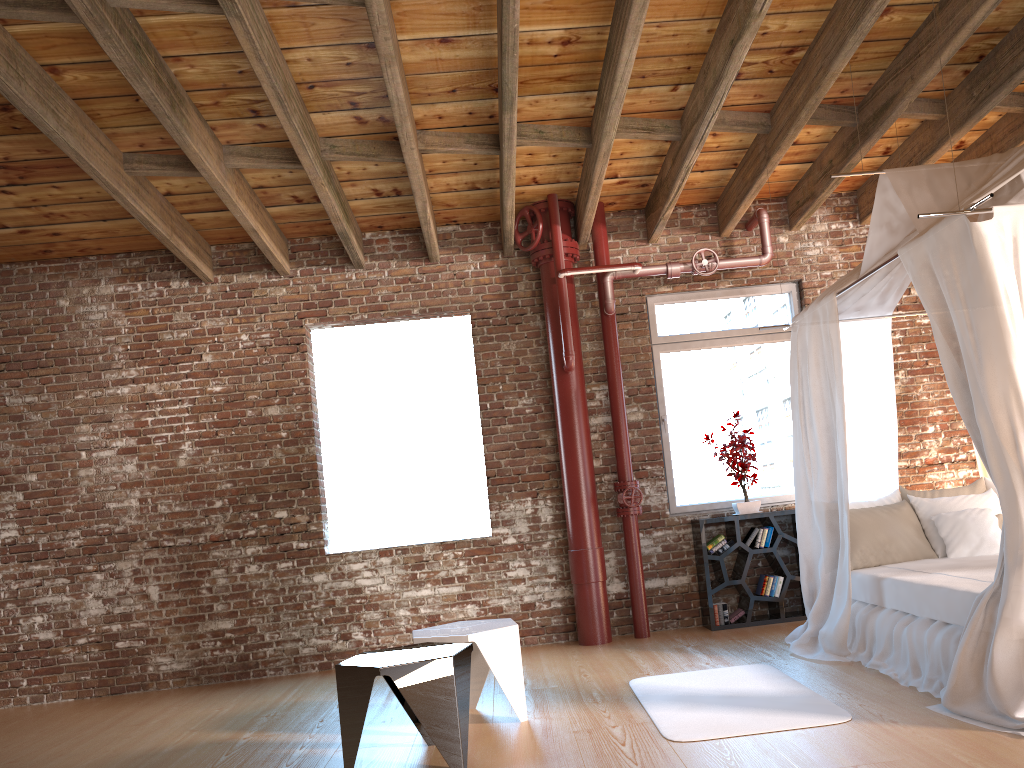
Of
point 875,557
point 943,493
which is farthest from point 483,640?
point 943,493

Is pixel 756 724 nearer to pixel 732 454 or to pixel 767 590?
pixel 767 590

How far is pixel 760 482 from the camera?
7.0 meters

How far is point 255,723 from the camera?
5.1 meters

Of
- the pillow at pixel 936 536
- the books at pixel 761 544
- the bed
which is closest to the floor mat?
the bed

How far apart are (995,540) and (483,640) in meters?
3.1 m

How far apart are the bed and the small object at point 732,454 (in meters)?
0.97

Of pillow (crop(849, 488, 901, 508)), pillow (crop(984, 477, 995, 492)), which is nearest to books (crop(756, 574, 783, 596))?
pillow (crop(849, 488, 901, 508))

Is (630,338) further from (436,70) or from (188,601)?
(188,601)

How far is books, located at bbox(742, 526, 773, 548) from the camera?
6.6 meters
